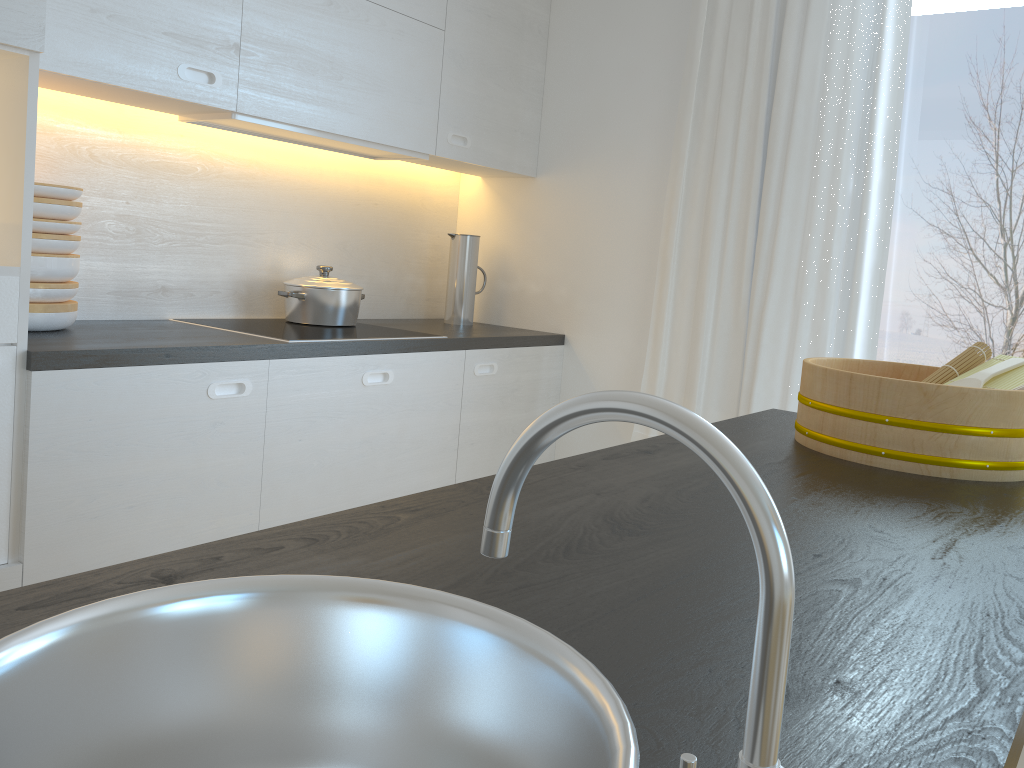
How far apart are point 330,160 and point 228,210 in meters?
0.5

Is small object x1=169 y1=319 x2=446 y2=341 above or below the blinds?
below

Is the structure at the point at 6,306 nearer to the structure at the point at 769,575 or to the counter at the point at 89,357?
the counter at the point at 89,357

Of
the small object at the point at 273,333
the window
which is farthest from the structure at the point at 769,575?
the window

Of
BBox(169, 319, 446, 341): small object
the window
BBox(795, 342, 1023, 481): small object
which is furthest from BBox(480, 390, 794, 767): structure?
the window

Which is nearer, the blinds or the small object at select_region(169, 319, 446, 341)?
the small object at select_region(169, 319, 446, 341)

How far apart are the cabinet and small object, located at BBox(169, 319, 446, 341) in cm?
8

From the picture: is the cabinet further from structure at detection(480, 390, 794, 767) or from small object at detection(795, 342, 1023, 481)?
structure at detection(480, 390, 794, 767)

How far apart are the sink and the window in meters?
2.4 m

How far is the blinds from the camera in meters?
2.7
